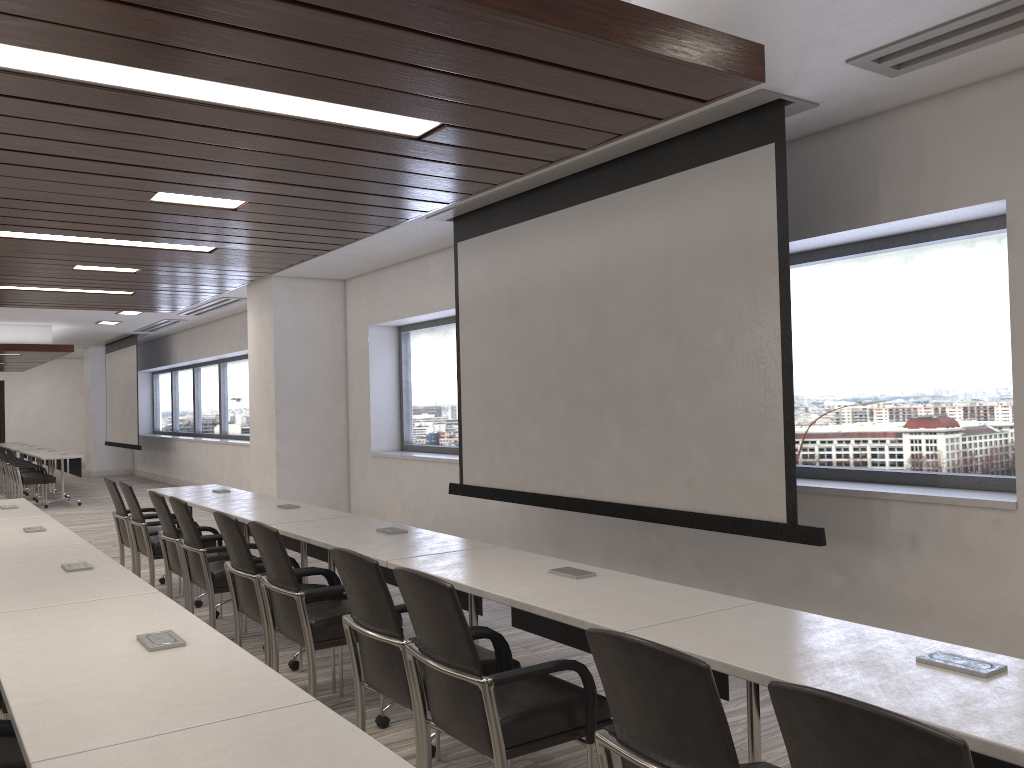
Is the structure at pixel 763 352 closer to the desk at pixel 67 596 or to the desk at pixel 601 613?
the desk at pixel 601 613

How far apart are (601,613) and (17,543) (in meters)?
3.36

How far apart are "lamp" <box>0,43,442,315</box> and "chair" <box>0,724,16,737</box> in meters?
1.8

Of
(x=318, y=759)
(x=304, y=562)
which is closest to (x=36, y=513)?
(x=304, y=562)

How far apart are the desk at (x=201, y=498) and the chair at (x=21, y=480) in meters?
7.5

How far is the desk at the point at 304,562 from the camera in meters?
5.4

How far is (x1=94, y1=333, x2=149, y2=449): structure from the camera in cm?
1726

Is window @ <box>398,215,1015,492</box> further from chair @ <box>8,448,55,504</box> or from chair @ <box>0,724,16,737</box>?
chair @ <box>8,448,55,504</box>

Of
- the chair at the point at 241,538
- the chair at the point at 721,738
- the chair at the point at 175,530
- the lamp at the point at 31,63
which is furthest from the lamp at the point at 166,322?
the chair at the point at 721,738

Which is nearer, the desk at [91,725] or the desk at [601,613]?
the desk at [91,725]
